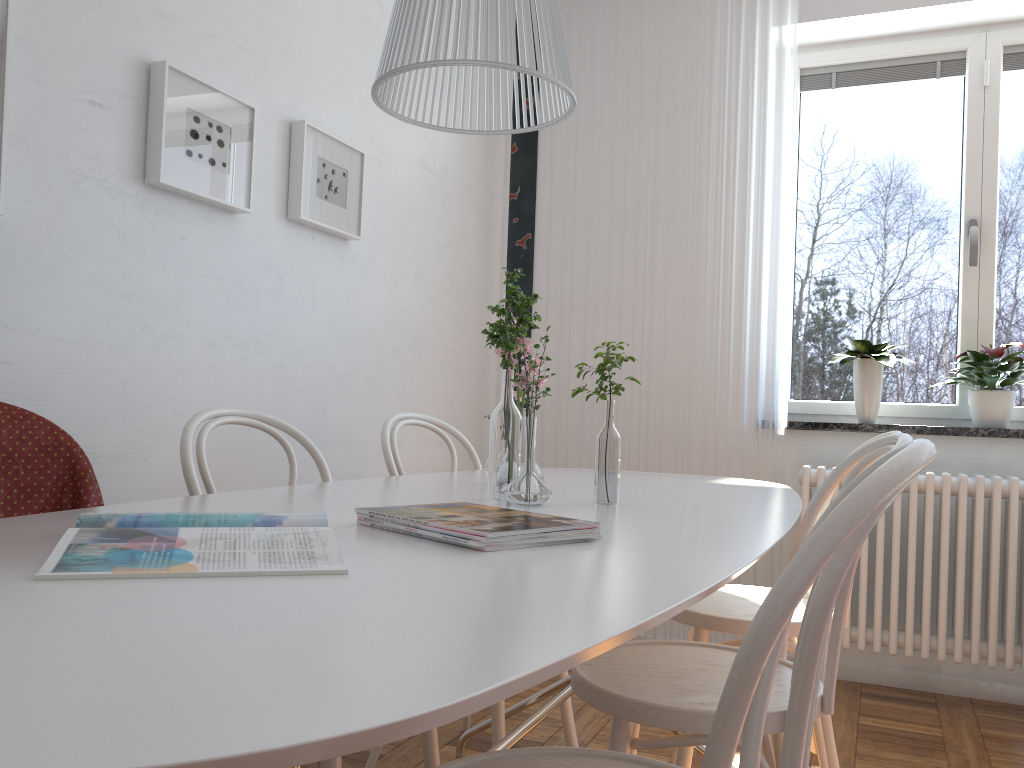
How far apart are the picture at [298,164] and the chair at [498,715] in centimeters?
60cm

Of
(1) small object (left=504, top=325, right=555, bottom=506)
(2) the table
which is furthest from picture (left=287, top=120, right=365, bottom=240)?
(1) small object (left=504, top=325, right=555, bottom=506)

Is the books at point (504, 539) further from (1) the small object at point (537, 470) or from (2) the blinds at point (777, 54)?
(2) the blinds at point (777, 54)

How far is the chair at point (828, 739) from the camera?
1.8 meters

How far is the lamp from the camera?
1.1m

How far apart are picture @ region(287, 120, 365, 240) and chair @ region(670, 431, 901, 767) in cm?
144

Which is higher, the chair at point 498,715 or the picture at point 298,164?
the picture at point 298,164

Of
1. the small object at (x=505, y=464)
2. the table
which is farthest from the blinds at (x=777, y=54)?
the small object at (x=505, y=464)

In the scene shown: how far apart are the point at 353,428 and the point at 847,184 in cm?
219

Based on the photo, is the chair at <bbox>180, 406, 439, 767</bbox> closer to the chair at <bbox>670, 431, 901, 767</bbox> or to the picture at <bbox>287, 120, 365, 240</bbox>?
the chair at <bbox>670, 431, 901, 767</bbox>
